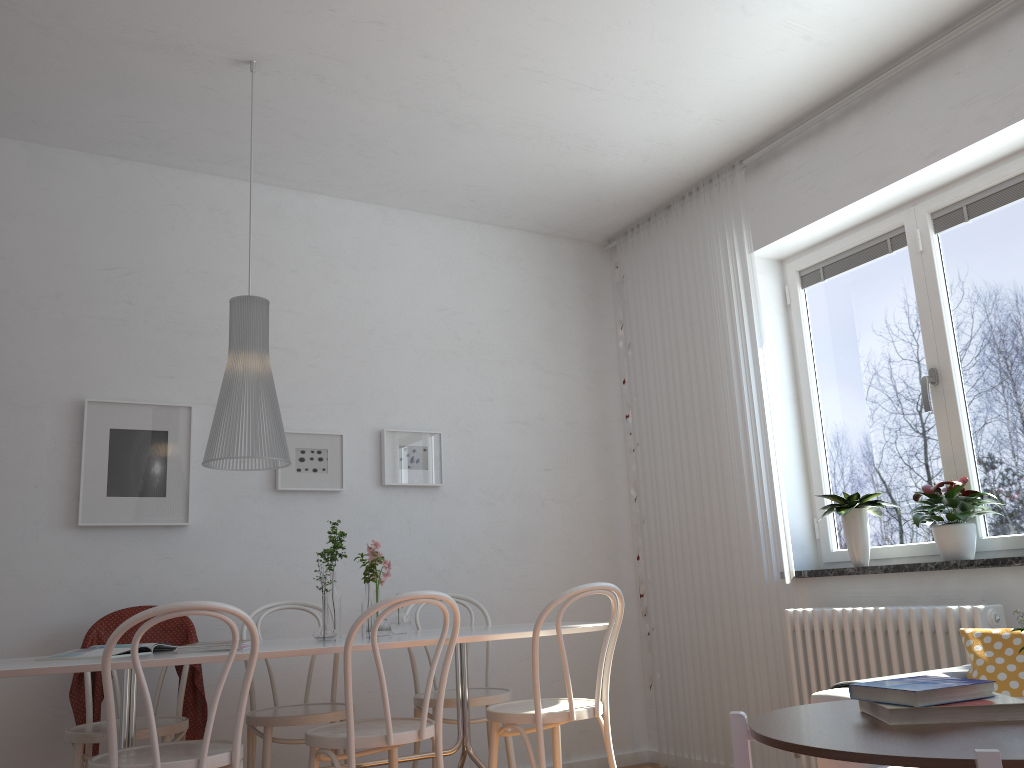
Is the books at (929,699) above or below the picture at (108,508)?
below

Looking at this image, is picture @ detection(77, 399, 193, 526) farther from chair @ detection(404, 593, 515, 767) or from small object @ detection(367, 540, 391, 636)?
chair @ detection(404, 593, 515, 767)

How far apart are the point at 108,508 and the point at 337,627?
1.2 meters

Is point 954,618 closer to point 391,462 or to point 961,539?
point 961,539

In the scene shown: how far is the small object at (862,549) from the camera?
3.6 meters

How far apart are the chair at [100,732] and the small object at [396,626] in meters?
0.8

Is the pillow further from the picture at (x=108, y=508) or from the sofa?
the picture at (x=108, y=508)

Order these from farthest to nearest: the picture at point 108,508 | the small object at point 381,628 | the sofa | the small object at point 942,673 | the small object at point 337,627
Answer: the picture at point 108,508
the small object at point 381,628
the small object at point 337,627
the small object at point 942,673
the sofa

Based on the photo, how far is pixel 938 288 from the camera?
3.6 meters

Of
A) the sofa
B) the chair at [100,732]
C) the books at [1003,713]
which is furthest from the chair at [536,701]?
the books at [1003,713]
